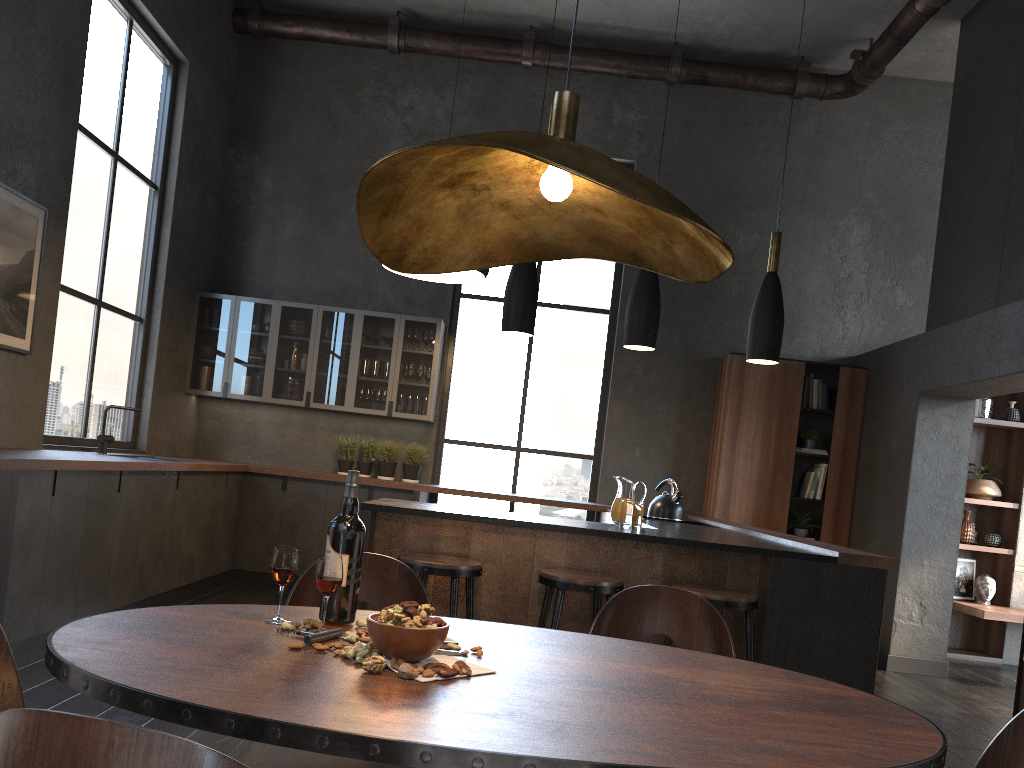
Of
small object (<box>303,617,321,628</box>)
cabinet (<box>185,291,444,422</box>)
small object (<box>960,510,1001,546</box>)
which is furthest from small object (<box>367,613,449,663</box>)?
small object (<box>960,510,1001,546</box>)

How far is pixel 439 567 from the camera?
3.49m

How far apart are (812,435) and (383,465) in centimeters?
367cm

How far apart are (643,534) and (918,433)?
3.61m

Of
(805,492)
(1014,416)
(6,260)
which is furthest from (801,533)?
(6,260)

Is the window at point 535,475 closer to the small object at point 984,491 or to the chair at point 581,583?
the small object at point 984,491

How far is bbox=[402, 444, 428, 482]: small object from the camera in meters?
7.5 m

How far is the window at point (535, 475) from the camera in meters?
7.9

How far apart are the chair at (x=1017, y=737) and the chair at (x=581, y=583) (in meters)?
1.91

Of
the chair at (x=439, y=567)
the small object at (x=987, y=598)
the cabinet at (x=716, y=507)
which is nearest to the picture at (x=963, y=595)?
the small object at (x=987, y=598)
